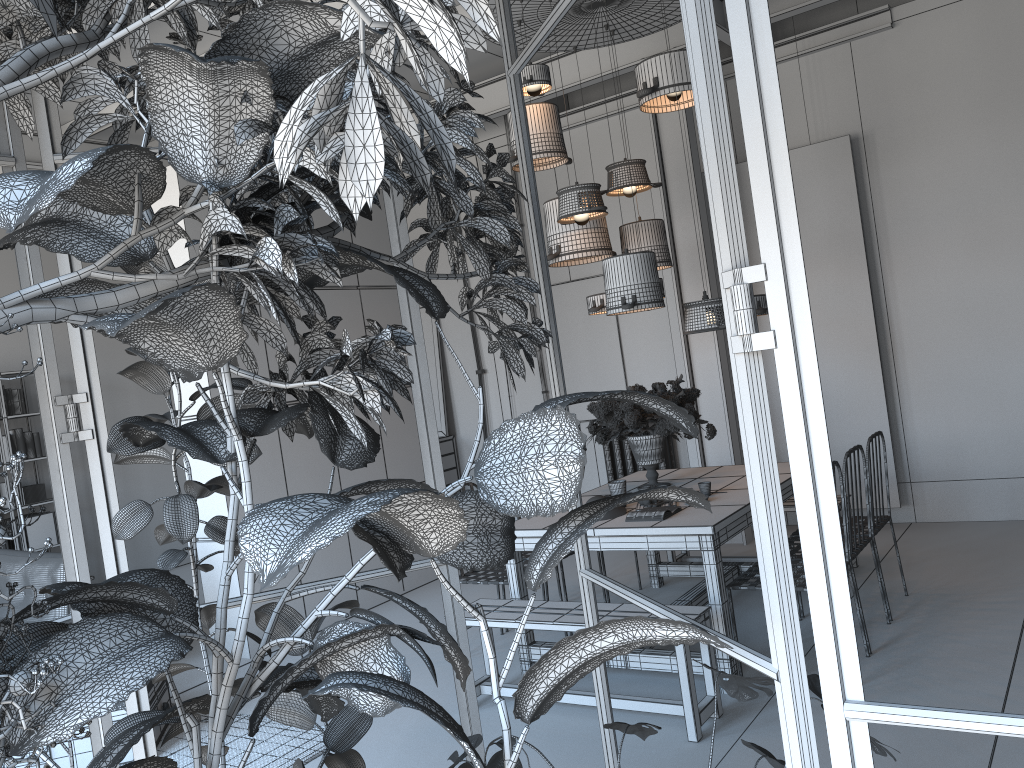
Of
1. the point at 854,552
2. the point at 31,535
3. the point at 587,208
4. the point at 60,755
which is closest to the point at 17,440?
the point at 31,535

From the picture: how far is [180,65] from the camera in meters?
1.0 m

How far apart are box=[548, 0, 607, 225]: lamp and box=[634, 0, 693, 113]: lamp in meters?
0.5 m

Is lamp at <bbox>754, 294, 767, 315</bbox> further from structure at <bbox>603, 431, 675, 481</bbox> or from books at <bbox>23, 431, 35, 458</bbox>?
books at <bbox>23, 431, 35, 458</bbox>

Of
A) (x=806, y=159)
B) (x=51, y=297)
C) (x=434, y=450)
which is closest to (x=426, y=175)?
(x=51, y=297)

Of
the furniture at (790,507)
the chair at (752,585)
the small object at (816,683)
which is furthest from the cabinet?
the small object at (816,683)

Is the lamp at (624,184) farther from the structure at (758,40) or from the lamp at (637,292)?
the structure at (758,40)

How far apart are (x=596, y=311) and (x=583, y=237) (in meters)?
0.56

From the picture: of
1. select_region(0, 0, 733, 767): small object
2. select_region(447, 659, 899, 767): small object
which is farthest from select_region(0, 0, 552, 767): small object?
select_region(447, 659, 899, 767): small object

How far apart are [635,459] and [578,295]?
3.2m
